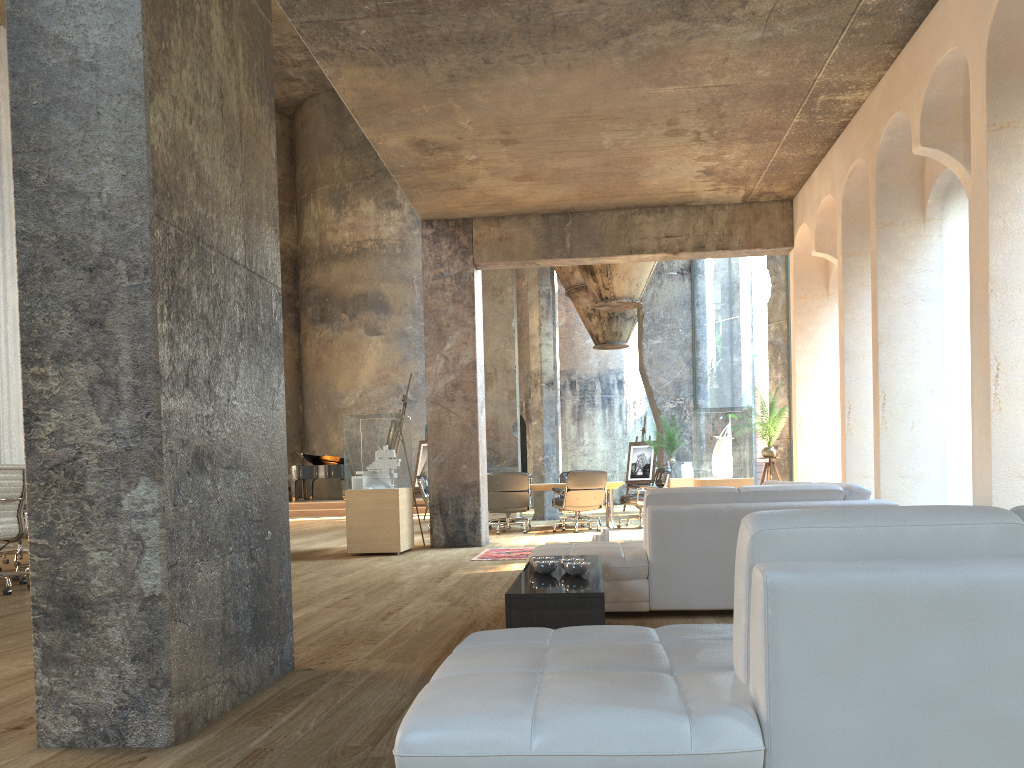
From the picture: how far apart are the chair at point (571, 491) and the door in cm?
1187

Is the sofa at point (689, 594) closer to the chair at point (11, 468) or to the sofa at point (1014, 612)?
the sofa at point (1014, 612)

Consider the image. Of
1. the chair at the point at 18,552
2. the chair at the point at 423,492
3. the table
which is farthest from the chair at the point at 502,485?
the chair at the point at 18,552

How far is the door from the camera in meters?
24.5

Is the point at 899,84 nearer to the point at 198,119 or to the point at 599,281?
the point at 198,119

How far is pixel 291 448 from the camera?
25.7 meters

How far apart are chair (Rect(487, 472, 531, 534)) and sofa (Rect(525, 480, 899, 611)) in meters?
5.5

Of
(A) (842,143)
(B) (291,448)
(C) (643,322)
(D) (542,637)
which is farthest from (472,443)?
(B) (291,448)

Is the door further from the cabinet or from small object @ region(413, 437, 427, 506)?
the cabinet

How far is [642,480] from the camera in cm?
1927
